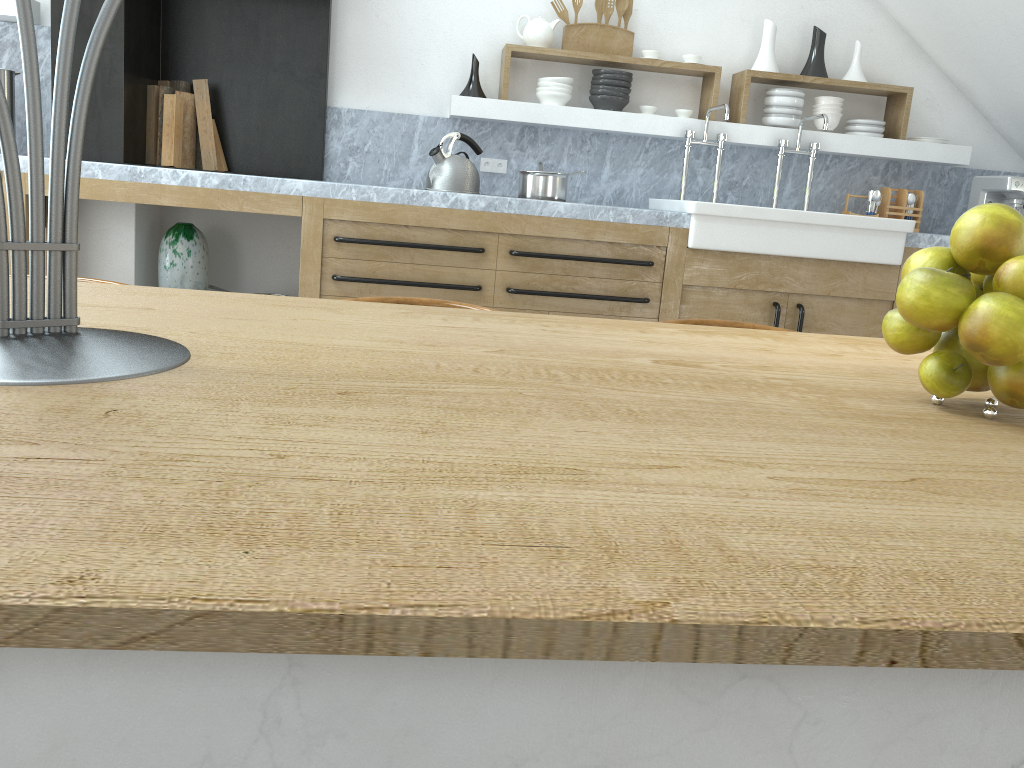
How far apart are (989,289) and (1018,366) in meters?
0.1

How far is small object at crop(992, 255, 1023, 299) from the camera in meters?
0.8 m

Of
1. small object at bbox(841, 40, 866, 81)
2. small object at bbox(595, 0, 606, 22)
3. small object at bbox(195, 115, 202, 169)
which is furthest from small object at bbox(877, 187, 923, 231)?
small object at bbox(195, 115, 202, 169)

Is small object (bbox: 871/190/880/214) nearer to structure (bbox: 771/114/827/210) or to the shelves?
the shelves

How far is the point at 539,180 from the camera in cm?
388

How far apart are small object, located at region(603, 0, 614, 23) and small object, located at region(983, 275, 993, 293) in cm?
384

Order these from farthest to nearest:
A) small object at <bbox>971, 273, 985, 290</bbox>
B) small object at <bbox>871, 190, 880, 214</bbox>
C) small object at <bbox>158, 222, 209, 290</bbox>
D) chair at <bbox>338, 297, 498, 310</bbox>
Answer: small object at <bbox>871, 190, 880, 214</bbox> → small object at <bbox>158, 222, 209, 290</bbox> → chair at <bbox>338, 297, 498, 310</bbox> → small object at <bbox>971, 273, 985, 290</bbox>

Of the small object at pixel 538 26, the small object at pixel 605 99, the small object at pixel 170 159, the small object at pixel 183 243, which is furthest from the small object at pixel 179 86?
the small object at pixel 605 99

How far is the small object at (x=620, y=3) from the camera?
4.37m

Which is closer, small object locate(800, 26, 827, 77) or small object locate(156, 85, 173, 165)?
small object locate(156, 85, 173, 165)
